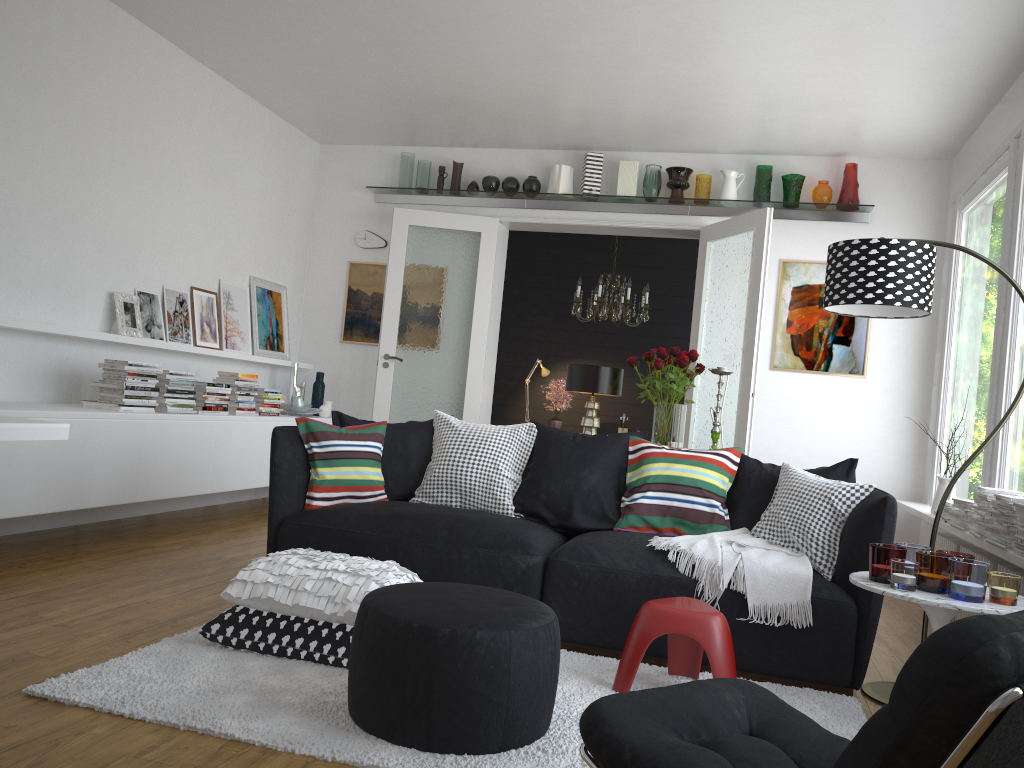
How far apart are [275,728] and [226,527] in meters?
3.5

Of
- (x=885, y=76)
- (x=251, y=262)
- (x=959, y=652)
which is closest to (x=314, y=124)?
(x=251, y=262)

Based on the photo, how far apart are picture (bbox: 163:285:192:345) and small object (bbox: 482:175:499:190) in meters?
2.5 m

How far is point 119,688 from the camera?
2.6 meters

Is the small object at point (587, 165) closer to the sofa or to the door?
the door

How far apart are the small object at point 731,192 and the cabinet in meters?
3.6

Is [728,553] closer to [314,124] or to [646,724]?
[646,724]

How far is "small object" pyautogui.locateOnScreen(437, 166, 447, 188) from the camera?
7.3 meters

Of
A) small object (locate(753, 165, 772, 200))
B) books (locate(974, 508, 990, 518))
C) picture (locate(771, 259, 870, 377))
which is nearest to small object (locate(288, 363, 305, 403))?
picture (locate(771, 259, 870, 377))

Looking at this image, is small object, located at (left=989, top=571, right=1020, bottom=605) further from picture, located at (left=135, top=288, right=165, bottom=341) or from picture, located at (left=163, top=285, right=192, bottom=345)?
picture, located at (left=163, top=285, right=192, bottom=345)
